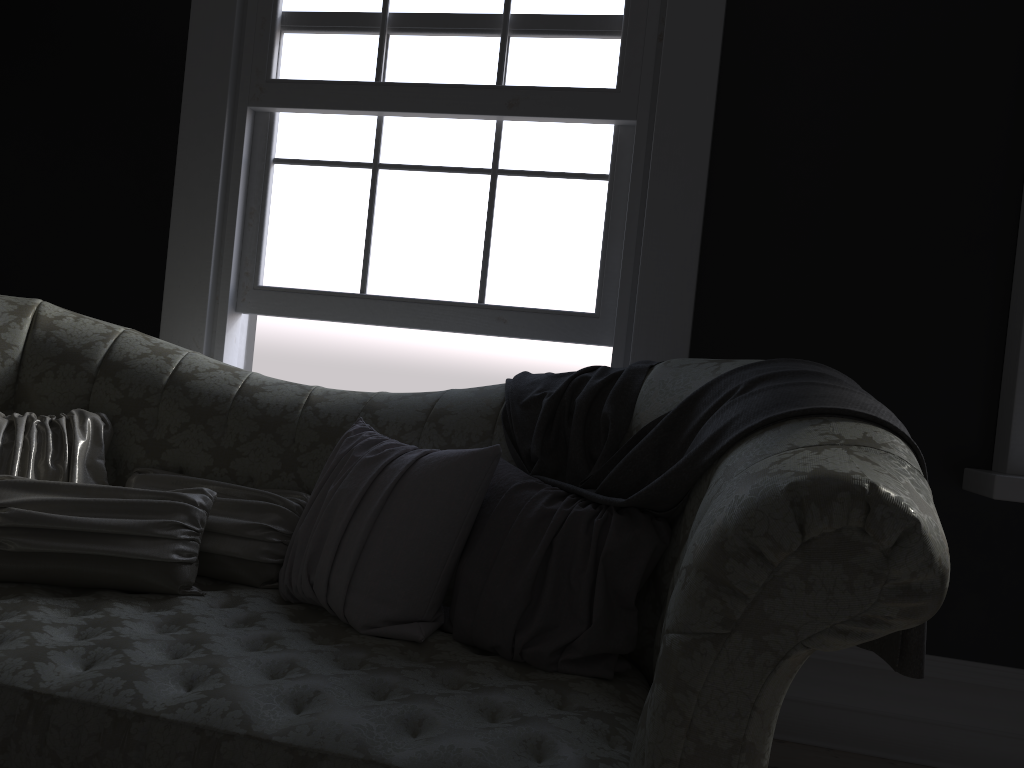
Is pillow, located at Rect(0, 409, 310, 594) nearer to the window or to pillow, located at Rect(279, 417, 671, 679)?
pillow, located at Rect(279, 417, 671, 679)

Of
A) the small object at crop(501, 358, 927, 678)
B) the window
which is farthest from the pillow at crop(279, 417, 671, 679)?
the window

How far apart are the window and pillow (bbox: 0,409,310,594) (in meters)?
0.89

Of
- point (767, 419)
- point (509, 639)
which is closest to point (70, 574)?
point (509, 639)

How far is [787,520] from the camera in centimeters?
120cm

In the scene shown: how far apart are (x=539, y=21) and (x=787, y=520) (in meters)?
2.24

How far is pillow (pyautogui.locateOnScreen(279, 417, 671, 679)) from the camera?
1.8 meters

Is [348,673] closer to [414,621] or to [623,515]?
[414,621]

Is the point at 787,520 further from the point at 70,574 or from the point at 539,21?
the point at 539,21

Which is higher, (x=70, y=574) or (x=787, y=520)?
(x=787, y=520)
